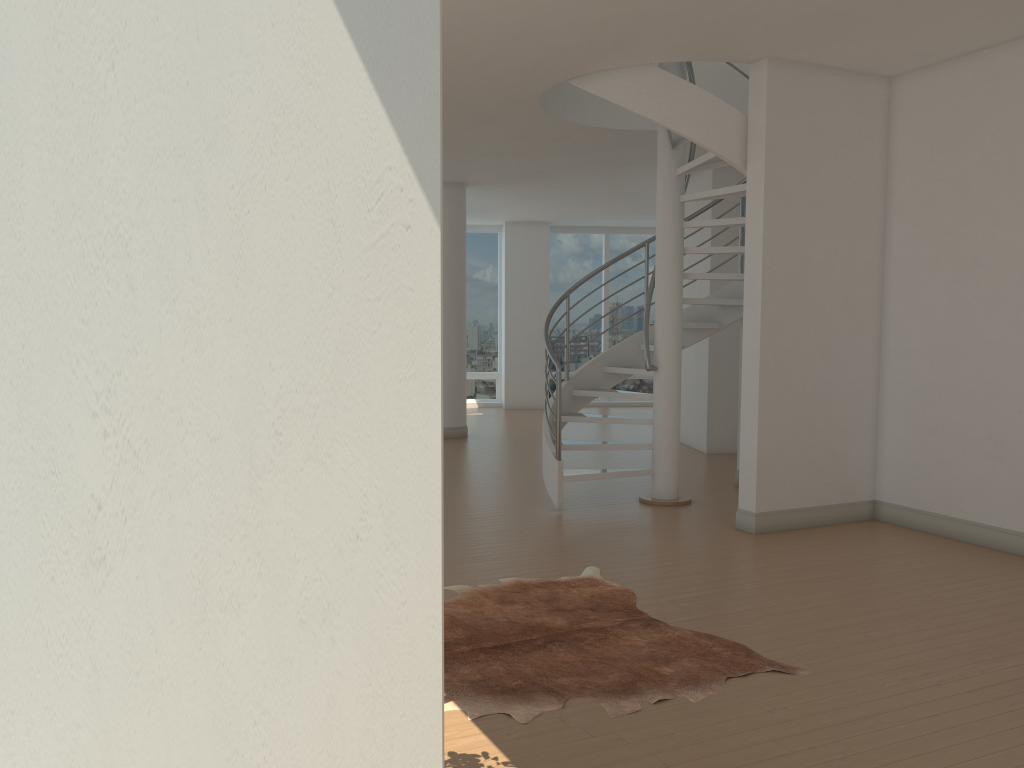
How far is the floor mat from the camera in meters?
3.6 m

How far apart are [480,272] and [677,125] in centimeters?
1058cm

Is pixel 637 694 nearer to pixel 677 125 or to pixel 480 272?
pixel 677 125

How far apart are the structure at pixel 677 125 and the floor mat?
1.8 meters

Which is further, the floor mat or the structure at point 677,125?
the structure at point 677,125

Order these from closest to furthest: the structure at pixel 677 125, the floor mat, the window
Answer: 1. the floor mat
2. the structure at pixel 677 125
3. the window

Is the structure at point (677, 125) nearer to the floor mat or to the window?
the floor mat

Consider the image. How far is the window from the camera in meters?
16.8

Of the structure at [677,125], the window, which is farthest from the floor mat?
the window

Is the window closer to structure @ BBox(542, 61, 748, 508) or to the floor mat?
structure @ BBox(542, 61, 748, 508)
